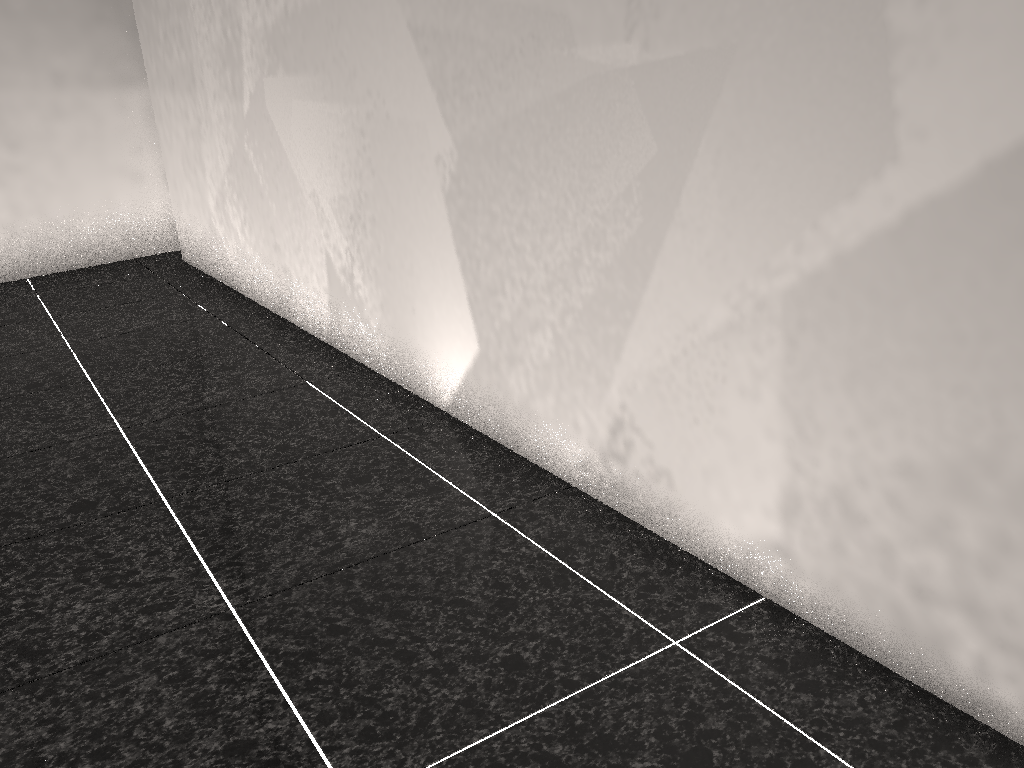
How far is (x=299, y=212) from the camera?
3.3 meters

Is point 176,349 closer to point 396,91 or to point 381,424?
point 381,424

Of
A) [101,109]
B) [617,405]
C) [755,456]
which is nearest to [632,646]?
[755,456]

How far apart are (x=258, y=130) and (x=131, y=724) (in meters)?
2.60
